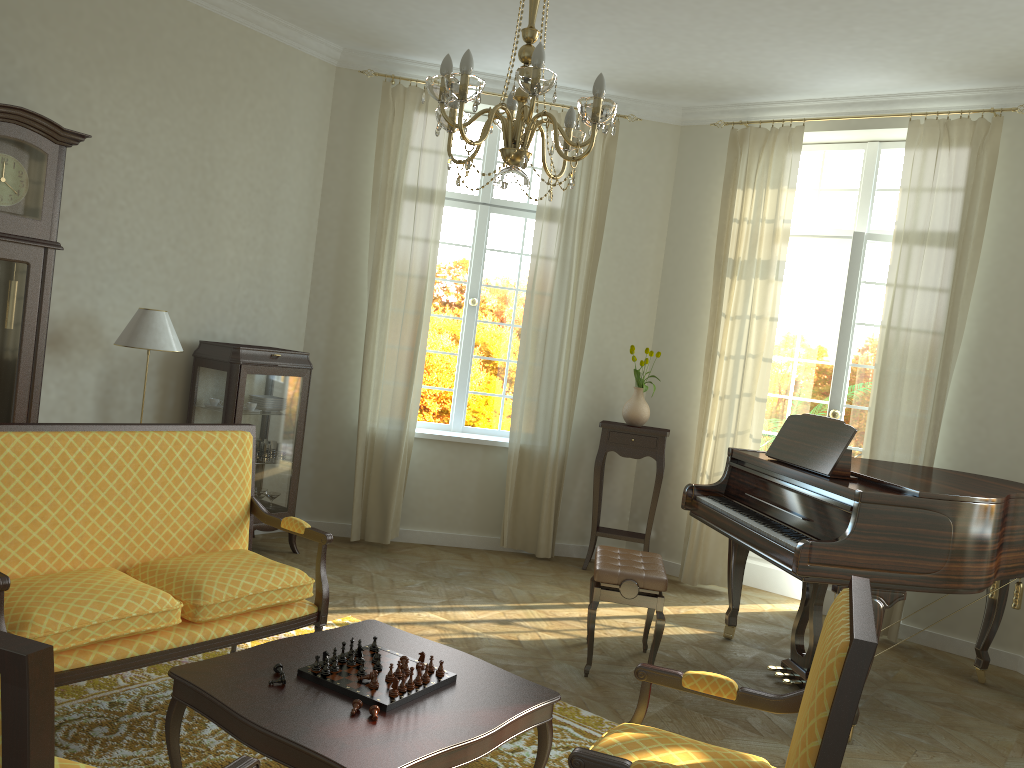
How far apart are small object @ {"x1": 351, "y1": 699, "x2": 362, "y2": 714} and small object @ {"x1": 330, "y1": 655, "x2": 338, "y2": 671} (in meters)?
0.24

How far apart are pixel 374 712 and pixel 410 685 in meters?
0.2 m

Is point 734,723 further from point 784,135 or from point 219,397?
point 784,135

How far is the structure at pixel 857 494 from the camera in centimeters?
394cm

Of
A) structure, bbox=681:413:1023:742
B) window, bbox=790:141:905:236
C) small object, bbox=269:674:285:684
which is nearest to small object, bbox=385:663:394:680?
small object, bbox=269:674:285:684

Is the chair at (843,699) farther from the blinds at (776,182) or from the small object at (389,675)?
the blinds at (776,182)

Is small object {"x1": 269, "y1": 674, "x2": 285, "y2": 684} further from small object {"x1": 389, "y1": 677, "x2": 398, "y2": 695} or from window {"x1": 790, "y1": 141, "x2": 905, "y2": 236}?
window {"x1": 790, "y1": 141, "x2": 905, "y2": 236}

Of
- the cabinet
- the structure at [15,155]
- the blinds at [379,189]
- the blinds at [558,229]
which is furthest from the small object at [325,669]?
the blinds at [558,229]

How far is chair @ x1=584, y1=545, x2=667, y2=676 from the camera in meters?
4.4 m

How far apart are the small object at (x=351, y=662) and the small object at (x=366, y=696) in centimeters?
2cm
